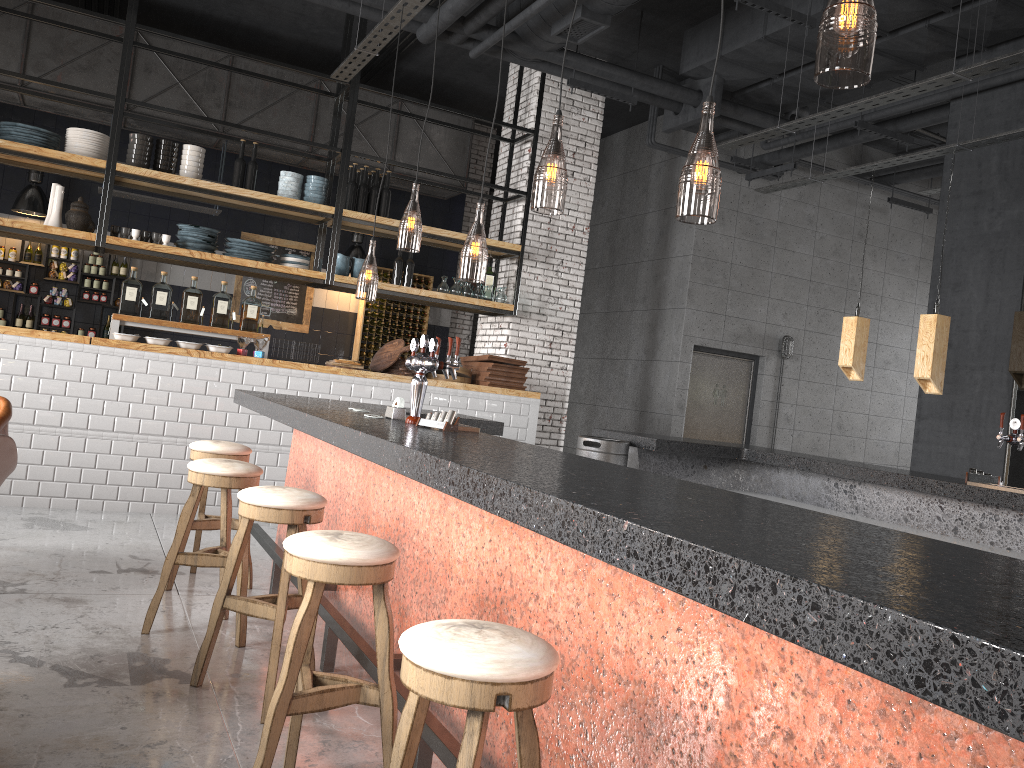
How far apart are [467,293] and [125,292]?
3.08m

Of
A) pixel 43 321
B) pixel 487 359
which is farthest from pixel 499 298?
pixel 43 321

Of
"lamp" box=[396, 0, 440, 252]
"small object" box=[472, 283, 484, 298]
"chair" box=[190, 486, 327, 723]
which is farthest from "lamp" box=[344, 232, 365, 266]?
"chair" box=[190, 486, 327, 723]

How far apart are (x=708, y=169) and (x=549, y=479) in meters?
20.4

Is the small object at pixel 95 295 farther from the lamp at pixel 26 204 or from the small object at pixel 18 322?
the lamp at pixel 26 204

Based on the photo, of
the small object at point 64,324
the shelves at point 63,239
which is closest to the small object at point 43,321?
the small object at point 64,324

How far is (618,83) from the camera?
8.5m

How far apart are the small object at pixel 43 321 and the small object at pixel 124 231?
3.3m

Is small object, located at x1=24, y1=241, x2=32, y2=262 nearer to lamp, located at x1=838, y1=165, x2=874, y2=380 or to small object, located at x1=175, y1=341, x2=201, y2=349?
small object, located at x1=175, y1=341, x2=201, y2=349

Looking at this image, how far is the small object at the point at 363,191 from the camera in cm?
821
